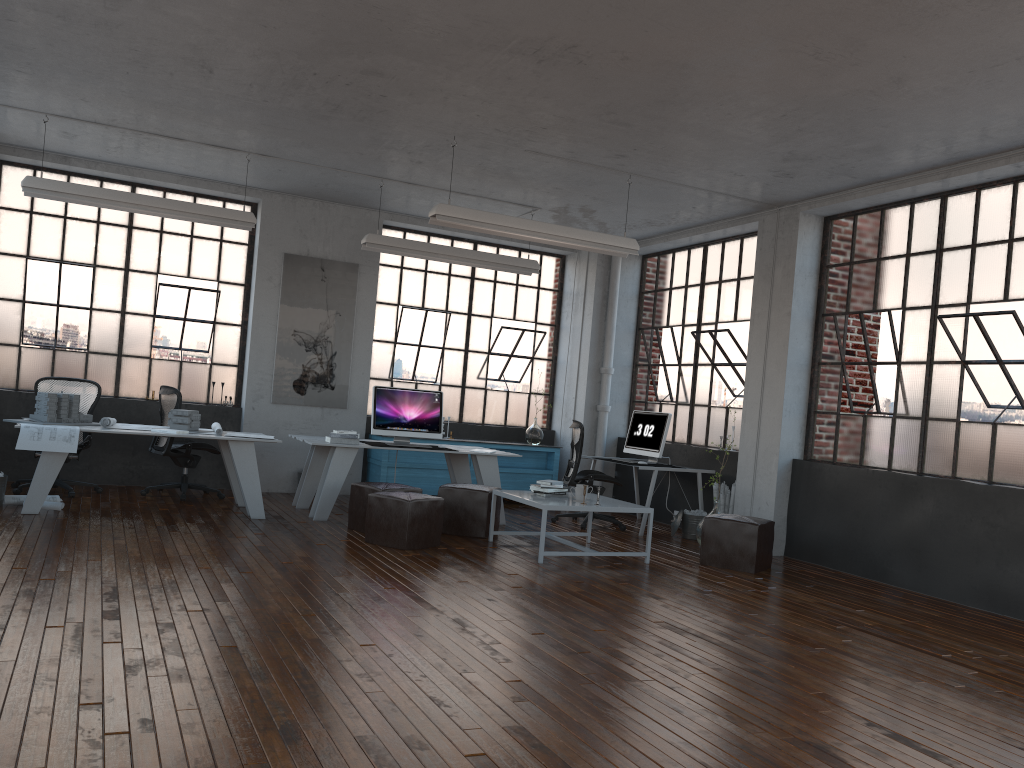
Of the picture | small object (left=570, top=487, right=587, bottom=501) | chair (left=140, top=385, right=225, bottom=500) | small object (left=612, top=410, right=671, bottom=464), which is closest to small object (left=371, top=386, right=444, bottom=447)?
the picture

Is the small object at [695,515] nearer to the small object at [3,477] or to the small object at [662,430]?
the small object at [662,430]

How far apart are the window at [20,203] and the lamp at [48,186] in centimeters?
151cm

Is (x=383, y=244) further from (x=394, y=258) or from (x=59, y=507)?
(x=59, y=507)

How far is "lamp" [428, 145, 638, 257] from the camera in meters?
7.0 m

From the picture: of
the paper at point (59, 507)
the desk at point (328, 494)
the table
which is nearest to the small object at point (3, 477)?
the paper at point (59, 507)

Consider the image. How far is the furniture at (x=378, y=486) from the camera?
7.4 meters

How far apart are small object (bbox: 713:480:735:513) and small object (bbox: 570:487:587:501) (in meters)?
2.15

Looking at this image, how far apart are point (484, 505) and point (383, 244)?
2.75m

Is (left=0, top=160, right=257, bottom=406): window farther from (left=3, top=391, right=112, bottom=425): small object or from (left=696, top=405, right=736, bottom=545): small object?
(left=696, top=405, right=736, bottom=545): small object
